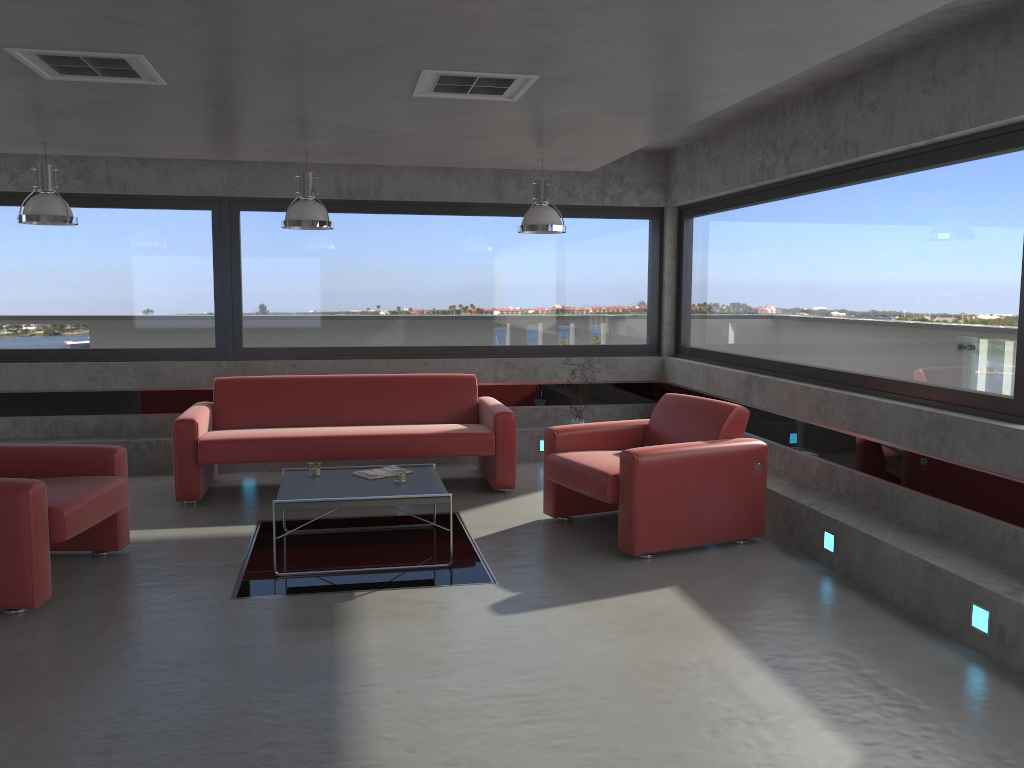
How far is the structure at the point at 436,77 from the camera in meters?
4.3 m

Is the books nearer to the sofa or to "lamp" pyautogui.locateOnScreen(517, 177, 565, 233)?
the sofa

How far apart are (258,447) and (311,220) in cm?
173

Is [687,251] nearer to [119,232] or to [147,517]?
[119,232]

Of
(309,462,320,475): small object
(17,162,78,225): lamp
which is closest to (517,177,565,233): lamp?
(309,462,320,475): small object

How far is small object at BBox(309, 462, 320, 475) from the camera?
5.7m

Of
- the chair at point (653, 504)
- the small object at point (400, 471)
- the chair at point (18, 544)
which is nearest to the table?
the small object at point (400, 471)

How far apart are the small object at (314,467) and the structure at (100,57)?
2.48m

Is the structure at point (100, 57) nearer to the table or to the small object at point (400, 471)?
the table

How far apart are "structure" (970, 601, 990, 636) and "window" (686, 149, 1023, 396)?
1.2m
